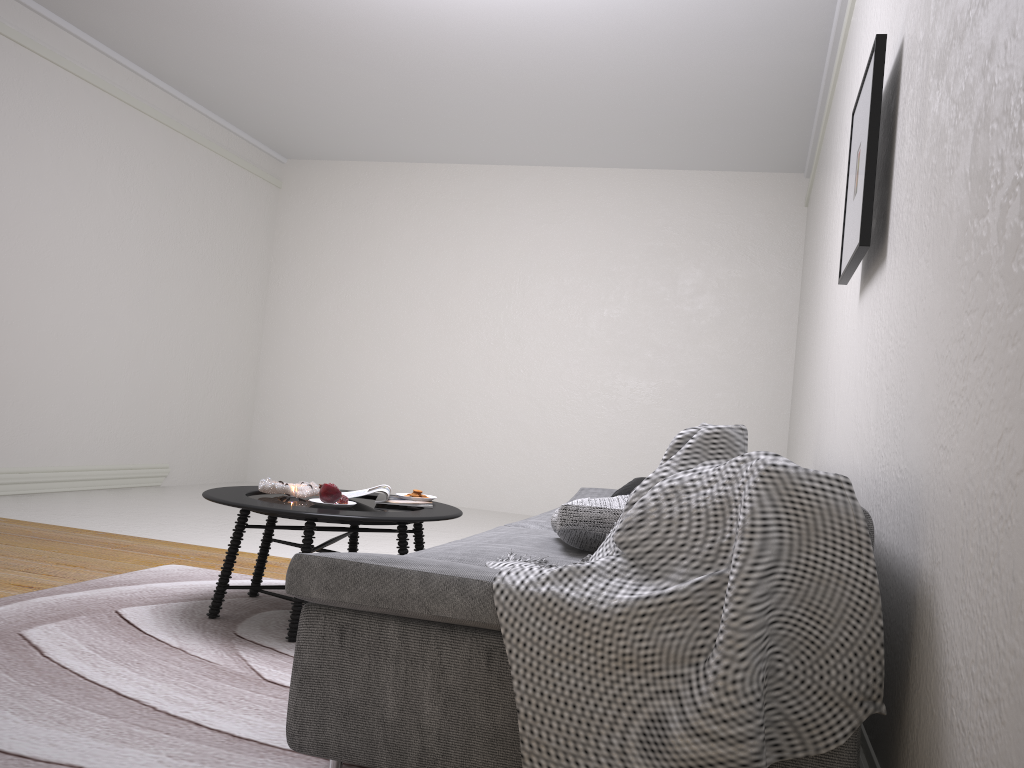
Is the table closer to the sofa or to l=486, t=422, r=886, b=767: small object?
the sofa

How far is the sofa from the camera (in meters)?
1.64

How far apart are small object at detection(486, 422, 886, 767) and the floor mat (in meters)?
0.57

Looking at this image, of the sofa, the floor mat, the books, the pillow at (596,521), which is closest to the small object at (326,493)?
the books

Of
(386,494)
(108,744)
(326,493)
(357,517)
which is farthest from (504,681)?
(386,494)

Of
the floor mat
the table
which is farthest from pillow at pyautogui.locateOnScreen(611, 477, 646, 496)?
the floor mat

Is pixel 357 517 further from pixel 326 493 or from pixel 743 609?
pixel 743 609

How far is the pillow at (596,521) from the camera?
2.3 meters

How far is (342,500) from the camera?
3.2 meters

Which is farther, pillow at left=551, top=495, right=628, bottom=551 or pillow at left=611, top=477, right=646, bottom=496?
pillow at left=611, top=477, right=646, bottom=496
